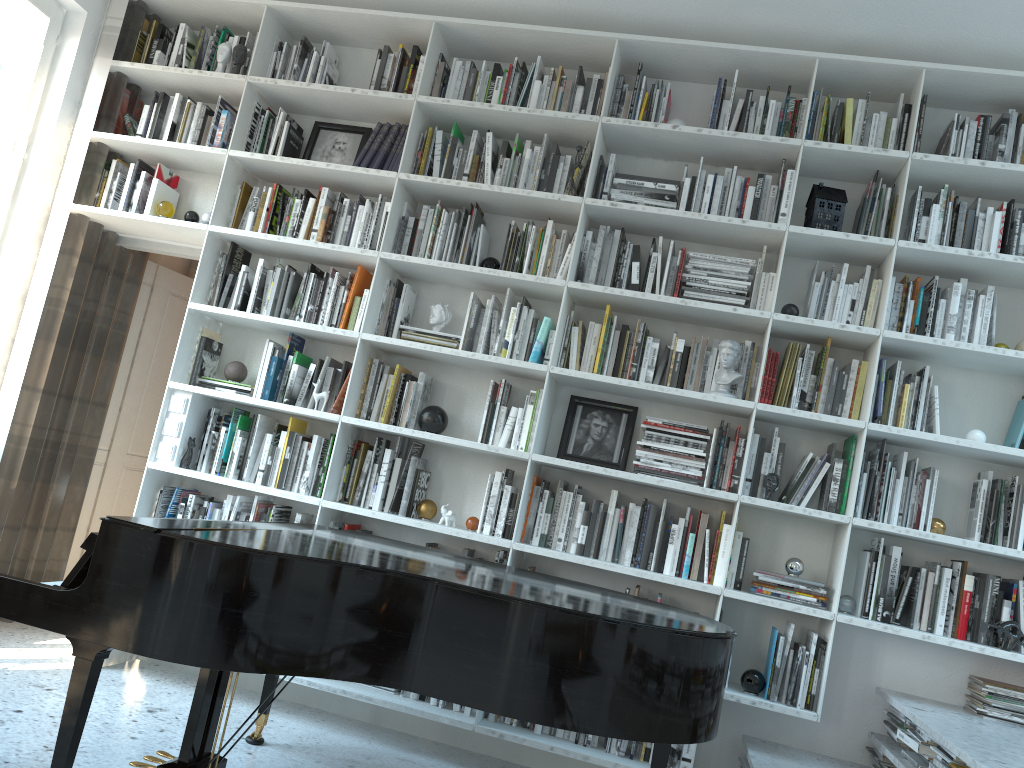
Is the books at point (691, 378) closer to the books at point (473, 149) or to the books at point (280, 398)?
the books at point (473, 149)

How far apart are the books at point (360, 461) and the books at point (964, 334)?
2.49m

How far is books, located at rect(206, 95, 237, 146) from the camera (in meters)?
4.28

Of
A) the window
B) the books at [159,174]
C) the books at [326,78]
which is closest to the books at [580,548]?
the books at [326,78]

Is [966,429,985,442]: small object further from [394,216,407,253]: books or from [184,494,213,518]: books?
[184,494,213,518]: books

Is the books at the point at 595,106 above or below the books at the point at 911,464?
above

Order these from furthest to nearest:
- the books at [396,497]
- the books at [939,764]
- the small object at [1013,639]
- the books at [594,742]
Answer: the books at [396,497], the books at [594,742], the small object at [1013,639], the books at [939,764]

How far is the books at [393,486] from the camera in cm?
385

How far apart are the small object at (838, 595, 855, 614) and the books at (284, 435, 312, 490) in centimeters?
235cm

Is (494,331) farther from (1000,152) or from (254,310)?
(1000,152)
